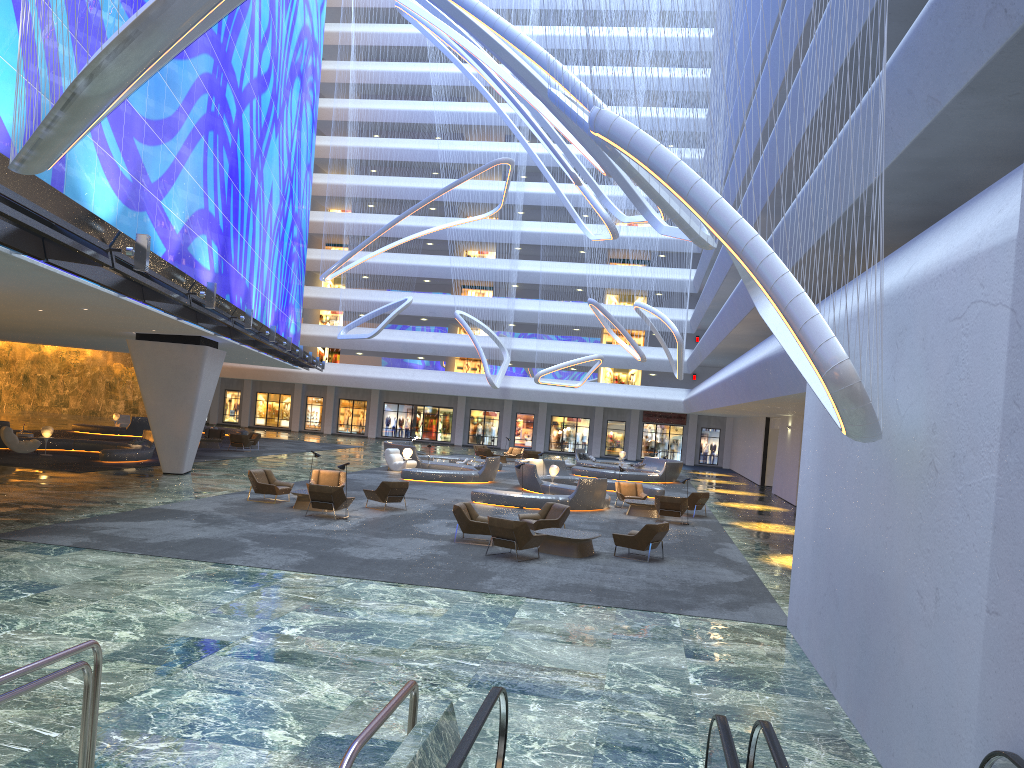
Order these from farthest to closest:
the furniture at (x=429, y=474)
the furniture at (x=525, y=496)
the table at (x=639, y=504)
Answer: the furniture at (x=429, y=474)
the table at (x=639, y=504)
the furniture at (x=525, y=496)

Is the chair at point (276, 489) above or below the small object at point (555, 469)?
below

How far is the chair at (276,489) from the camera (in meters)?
21.74

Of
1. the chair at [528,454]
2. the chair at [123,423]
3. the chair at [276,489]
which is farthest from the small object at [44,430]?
the chair at [528,454]

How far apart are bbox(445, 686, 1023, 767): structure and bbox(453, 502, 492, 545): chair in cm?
1196

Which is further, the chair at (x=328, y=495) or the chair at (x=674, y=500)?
the chair at (x=674, y=500)

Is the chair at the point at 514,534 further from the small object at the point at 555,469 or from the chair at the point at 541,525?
the small object at the point at 555,469

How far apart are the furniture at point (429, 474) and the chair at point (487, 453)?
3.86m

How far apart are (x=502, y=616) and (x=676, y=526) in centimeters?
1271cm

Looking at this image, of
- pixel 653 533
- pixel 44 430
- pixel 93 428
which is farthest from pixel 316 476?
pixel 93 428
